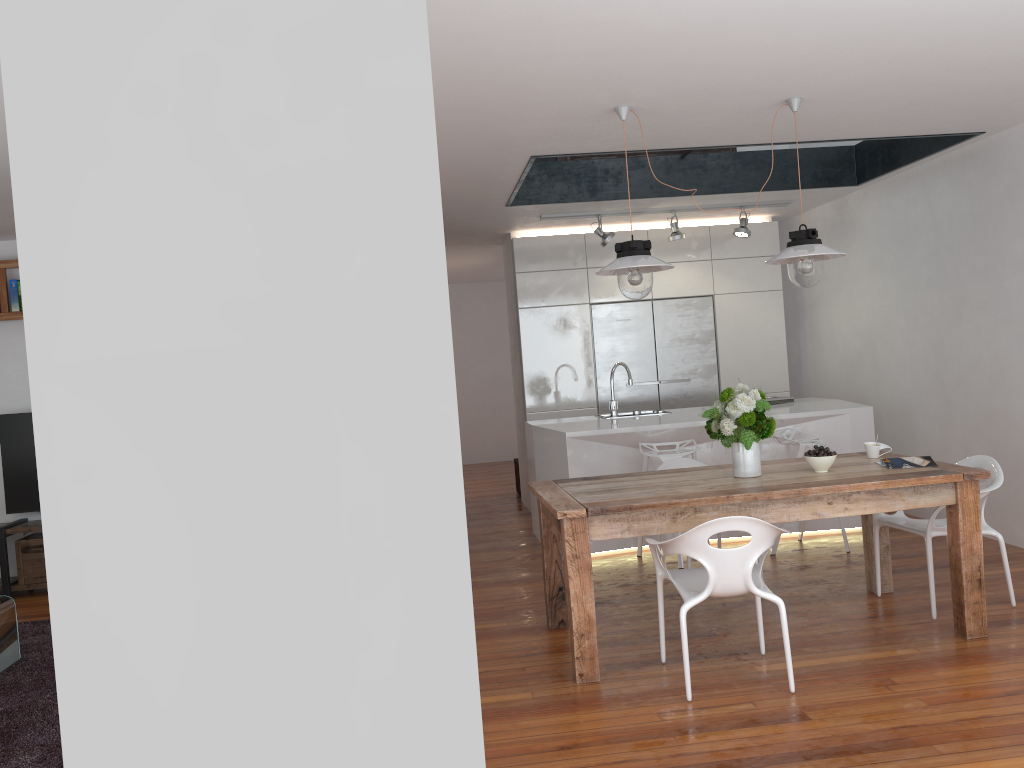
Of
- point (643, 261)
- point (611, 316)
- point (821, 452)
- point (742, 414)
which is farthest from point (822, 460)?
point (611, 316)

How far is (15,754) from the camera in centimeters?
335cm

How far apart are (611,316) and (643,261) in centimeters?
383cm

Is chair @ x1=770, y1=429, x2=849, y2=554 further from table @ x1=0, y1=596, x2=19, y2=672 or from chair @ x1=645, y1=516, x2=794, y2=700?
table @ x1=0, y1=596, x2=19, y2=672

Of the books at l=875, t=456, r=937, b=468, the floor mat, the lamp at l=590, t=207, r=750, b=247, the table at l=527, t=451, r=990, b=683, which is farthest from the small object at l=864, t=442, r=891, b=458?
the floor mat

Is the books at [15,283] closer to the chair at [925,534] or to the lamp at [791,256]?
the lamp at [791,256]

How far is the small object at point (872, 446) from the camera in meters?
4.5

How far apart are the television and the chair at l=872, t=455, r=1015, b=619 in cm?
547

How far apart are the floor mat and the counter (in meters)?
3.14

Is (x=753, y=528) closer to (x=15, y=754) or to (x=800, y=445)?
(x=800, y=445)
